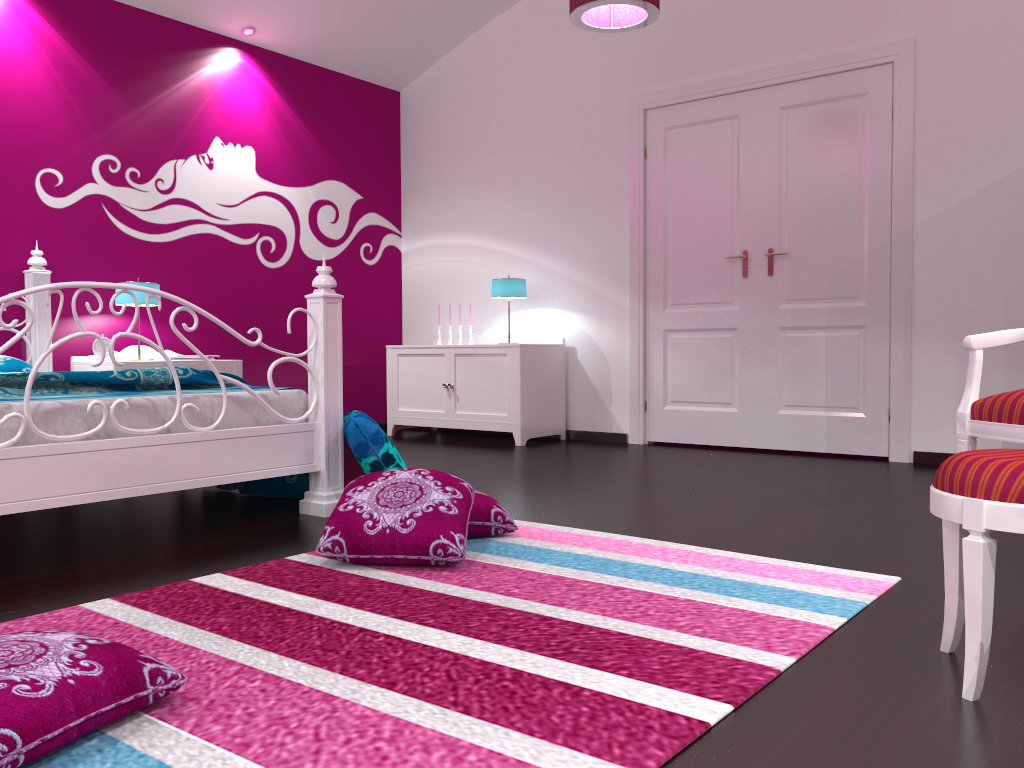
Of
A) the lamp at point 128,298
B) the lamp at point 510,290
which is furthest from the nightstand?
the lamp at point 510,290

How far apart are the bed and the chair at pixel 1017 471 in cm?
203

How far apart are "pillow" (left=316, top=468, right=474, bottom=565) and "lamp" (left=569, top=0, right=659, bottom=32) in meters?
2.1 m

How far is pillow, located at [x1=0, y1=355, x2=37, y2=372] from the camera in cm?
395

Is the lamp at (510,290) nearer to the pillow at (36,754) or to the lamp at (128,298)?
the lamp at (128,298)

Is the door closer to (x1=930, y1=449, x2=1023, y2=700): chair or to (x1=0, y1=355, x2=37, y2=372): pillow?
(x1=930, y1=449, x2=1023, y2=700): chair

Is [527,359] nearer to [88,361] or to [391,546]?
[88,361]

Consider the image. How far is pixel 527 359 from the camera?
5.4m

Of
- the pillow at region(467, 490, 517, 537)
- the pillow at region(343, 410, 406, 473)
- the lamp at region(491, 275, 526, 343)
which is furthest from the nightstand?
the pillow at region(467, 490, 517, 537)

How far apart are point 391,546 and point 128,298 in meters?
3.0
